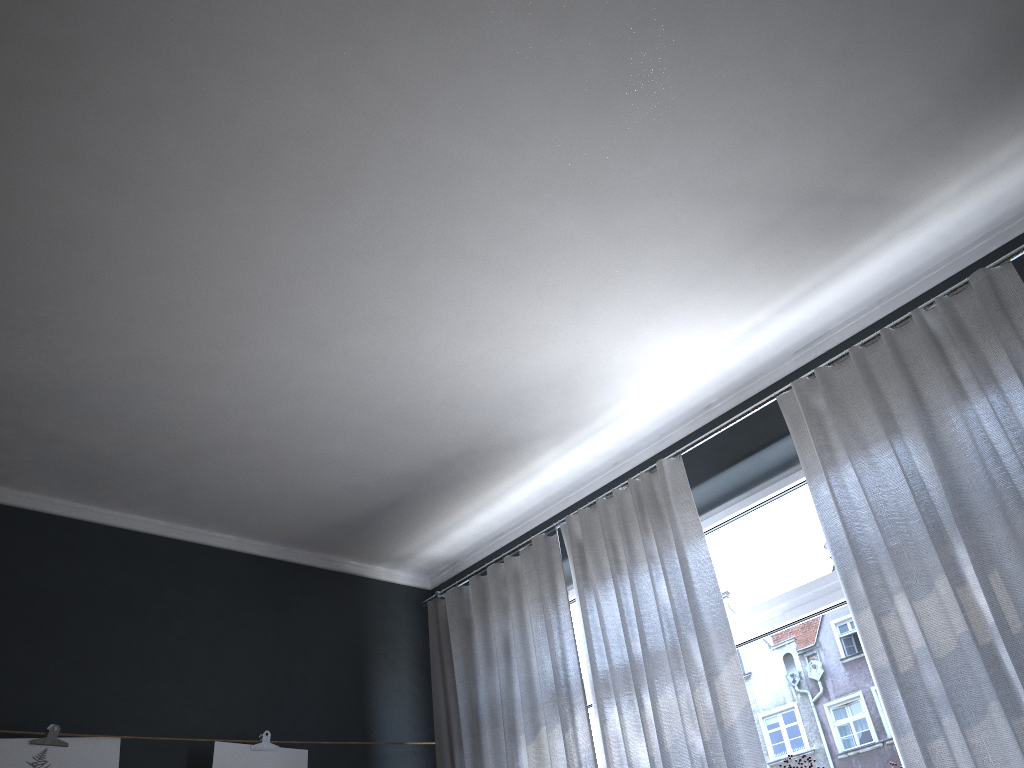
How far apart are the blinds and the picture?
0.6 meters

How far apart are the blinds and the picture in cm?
61

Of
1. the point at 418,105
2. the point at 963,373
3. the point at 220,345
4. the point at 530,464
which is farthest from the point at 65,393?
the point at 963,373

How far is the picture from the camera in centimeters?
294cm

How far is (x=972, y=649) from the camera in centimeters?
239cm

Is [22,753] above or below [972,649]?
above

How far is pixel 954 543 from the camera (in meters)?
2.51

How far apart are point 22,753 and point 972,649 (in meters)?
2.96

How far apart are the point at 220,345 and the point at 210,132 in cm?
86

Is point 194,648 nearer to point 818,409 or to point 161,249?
point 161,249
